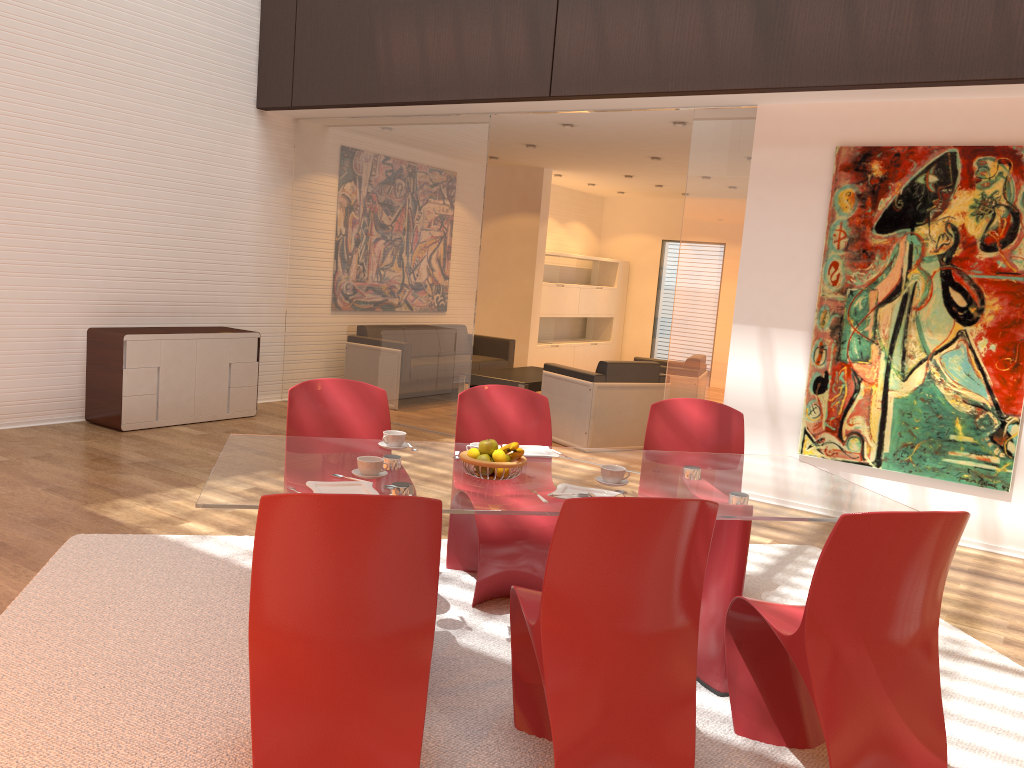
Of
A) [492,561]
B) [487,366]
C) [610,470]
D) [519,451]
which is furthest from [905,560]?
[487,366]

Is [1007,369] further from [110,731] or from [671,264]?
[671,264]

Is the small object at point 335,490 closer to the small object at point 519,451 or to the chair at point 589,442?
the small object at point 519,451

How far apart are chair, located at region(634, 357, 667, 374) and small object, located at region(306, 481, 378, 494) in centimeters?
598cm

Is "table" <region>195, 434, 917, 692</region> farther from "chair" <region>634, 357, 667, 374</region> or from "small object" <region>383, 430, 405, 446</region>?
"chair" <region>634, 357, 667, 374</region>

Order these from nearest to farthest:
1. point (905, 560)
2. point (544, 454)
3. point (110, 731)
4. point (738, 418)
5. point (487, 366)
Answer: point (905, 560) → point (110, 731) → point (544, 454) → point (738, 418) → point (487, 366)

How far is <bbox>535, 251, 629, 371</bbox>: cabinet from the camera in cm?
1195

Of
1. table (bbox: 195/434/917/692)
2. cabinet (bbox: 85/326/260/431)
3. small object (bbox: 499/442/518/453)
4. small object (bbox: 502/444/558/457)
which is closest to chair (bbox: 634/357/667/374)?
cabinet (bbox: 85/326/260/431)

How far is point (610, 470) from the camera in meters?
3.1

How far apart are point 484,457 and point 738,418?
1.7m
